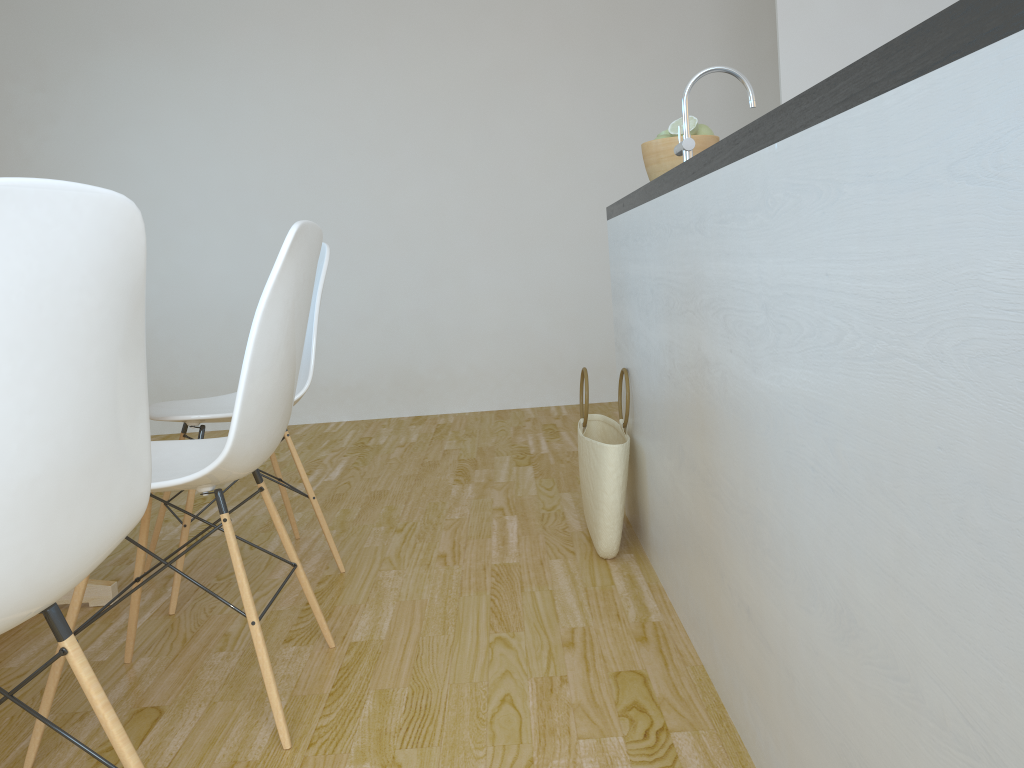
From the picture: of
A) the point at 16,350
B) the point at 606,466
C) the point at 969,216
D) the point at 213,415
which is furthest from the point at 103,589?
the point at 969,216

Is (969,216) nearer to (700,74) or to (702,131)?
(700,74)

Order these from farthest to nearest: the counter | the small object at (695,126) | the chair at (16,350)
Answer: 1. the small object at (695,126)
2. the chair at (16,350)
3. the counter

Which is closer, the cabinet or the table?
the cabinet

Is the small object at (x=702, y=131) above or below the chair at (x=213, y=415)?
above

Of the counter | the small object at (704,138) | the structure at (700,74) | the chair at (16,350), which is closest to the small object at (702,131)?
the small object at (704,138)

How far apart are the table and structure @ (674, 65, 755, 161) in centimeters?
177cm

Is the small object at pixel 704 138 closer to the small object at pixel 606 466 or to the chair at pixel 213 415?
the small object at pixel 606 466

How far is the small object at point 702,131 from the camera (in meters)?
2.28

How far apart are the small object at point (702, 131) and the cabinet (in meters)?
0.31
